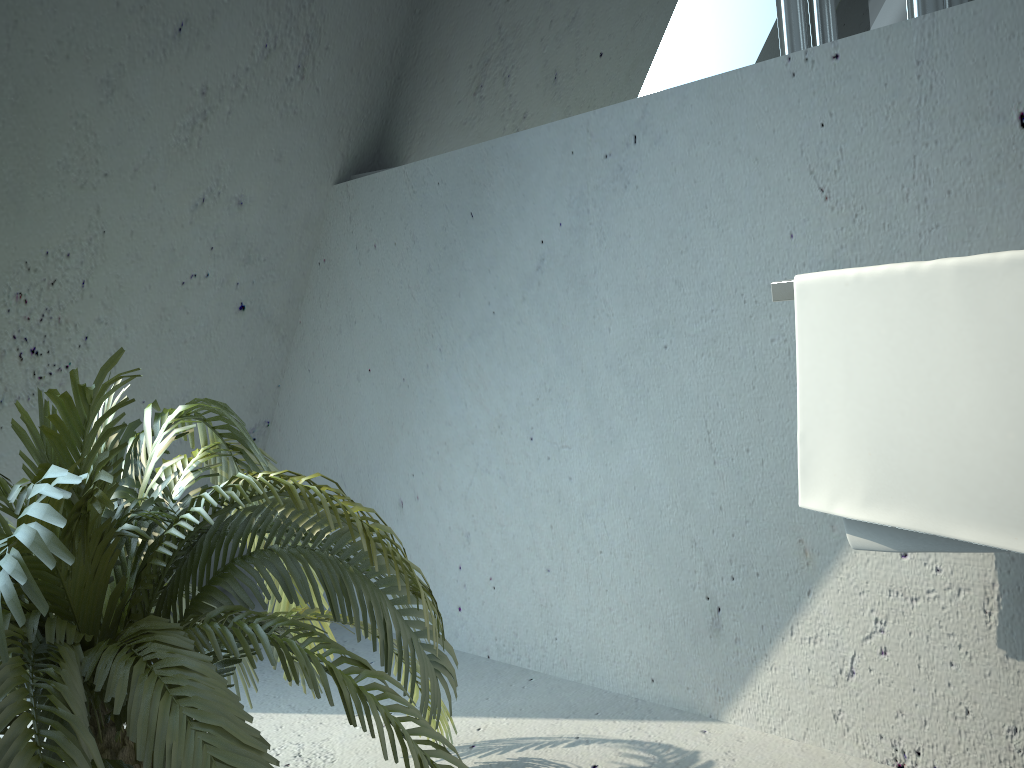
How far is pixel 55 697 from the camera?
0.9 meters

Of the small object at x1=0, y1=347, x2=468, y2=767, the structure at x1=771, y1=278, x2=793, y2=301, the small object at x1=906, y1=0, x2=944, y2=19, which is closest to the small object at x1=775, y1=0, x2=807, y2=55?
the small object at x1=906, y1=0, x2=944, y2=19

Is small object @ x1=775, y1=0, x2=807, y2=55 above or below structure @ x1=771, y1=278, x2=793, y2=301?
above

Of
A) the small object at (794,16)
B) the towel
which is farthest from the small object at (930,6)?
the towel

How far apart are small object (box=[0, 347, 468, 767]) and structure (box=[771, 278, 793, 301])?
0.67m

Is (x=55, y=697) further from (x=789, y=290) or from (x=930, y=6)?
(x=930, y=6)

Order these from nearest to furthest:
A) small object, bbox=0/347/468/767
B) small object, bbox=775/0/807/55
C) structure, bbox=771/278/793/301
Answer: small object, bbox=0/347/468/767 → structure, bbox=771/278/793/301 → small object, bbox=775/0/807/55

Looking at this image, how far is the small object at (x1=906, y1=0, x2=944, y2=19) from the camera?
1.3m

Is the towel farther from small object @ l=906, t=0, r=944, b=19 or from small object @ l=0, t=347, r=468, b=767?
small object @ l=0, t=347, r=468, b=767

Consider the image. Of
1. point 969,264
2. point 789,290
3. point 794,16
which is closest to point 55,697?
point 789,290
